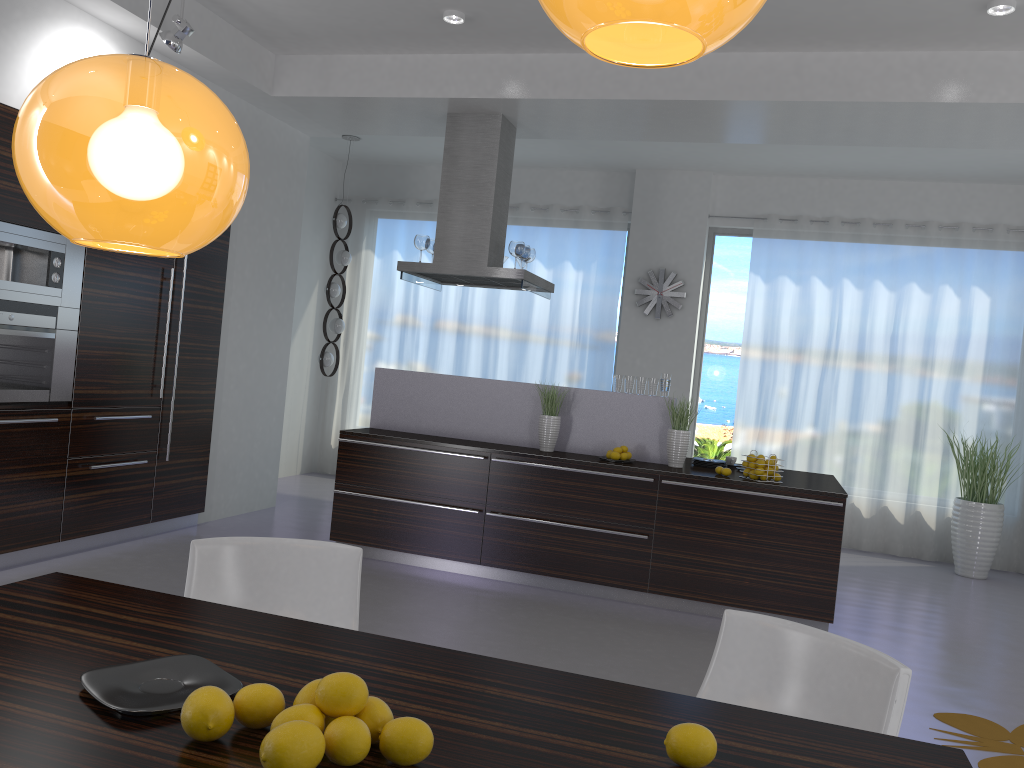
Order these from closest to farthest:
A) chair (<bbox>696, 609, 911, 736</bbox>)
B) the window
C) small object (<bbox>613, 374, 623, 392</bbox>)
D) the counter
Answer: chair (<bbox>696, 609, 911, 736</bbox>) < the counter < small object (<bbox>613, 374, 623, 392</bbox>) < the window

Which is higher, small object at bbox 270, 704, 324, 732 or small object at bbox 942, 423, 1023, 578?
small object at bbox 270, 704, 324, 732

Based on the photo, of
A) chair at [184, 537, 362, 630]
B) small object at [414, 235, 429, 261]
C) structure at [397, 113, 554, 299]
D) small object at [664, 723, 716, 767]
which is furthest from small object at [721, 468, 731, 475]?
small object at [664, 723, 716, 767]

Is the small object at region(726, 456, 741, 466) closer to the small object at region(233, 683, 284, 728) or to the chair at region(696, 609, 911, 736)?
the chair at region(696, 609, 911, 736)

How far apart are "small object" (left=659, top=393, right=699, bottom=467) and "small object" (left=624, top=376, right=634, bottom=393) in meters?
0.4 m

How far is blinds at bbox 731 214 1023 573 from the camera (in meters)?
8.03

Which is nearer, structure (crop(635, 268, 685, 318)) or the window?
structure (crop(635, 268, 685, 318))

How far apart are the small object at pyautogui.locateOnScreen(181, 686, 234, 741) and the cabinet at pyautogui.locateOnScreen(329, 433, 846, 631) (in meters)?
4.28

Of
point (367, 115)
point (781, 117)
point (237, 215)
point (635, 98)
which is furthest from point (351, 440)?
point (781, 117)

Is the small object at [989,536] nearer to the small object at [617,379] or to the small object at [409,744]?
the small object at [617,379]
